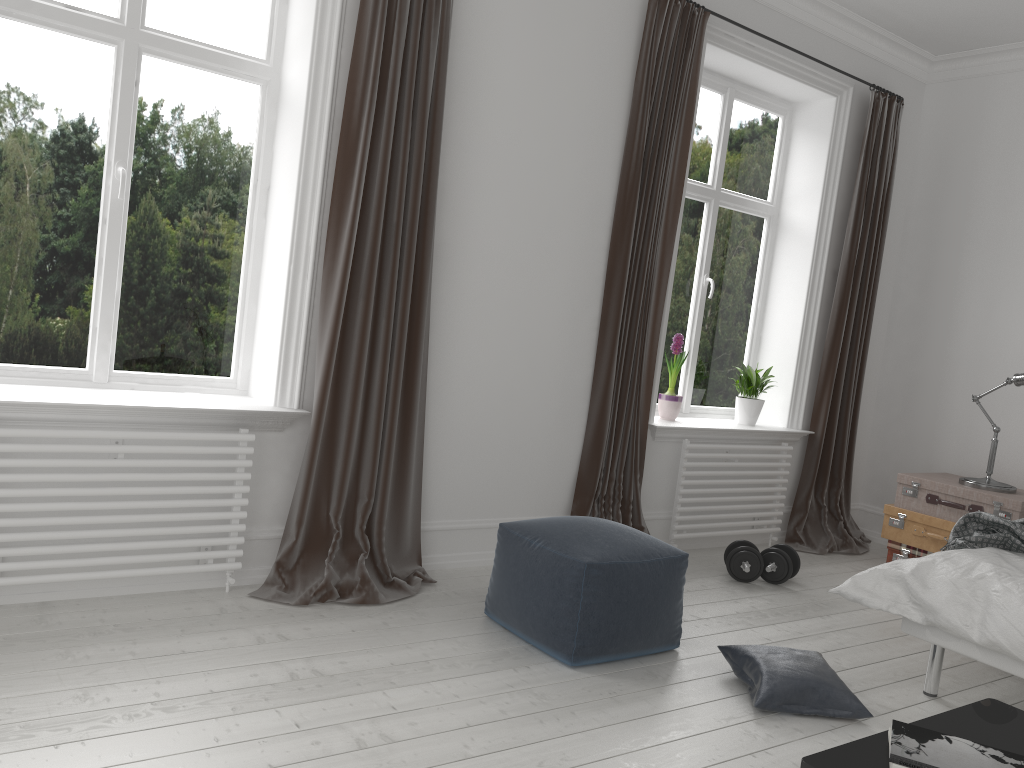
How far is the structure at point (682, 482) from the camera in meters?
4.6 m

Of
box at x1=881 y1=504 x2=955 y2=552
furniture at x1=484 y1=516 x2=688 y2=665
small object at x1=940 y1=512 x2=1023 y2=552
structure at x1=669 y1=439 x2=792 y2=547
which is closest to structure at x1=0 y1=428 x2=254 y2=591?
furniture at x1=484 y1=516 x2=688 y2=665

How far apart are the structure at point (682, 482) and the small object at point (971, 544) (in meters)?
1.46

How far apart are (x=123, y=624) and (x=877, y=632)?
3.0m

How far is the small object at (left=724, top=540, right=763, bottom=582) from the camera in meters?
4.2

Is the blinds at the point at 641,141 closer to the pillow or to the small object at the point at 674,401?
the small object at the point at 674,401

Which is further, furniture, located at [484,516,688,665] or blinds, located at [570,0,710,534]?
blinds, located at [570,0,710,534]

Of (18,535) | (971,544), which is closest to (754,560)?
(971,544)

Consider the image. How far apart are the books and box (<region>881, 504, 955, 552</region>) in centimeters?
295cm

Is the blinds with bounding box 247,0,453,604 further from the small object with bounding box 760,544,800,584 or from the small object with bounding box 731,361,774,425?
the small object with bounding box 731,361,774,425
